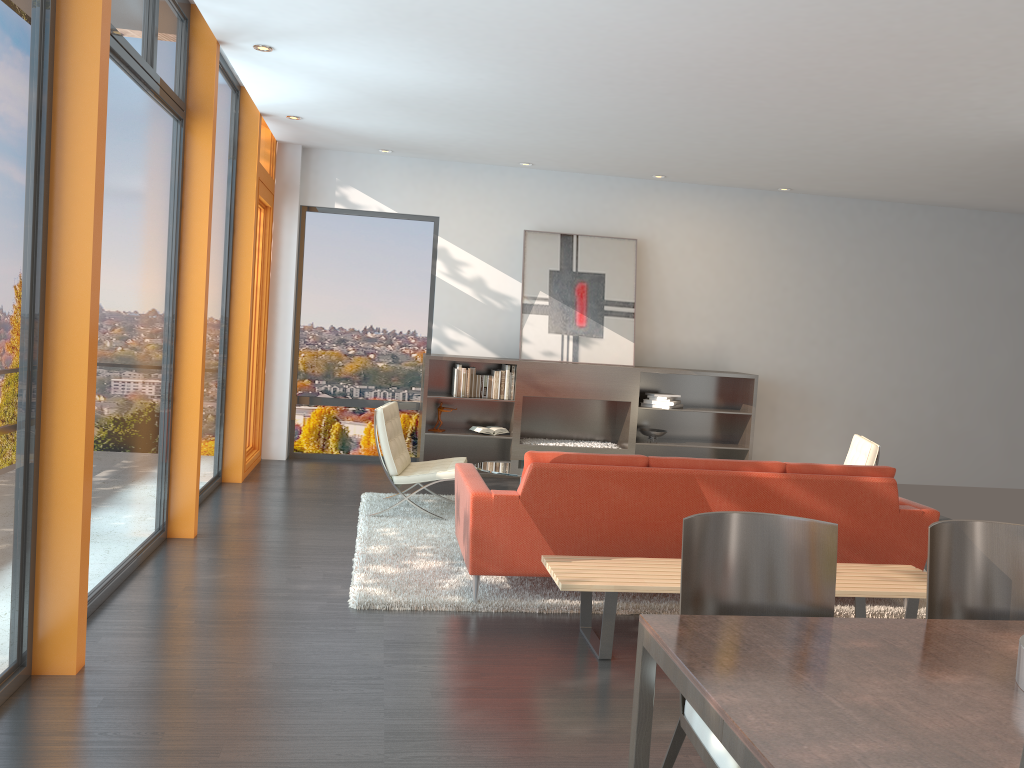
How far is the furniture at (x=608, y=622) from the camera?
4.0m

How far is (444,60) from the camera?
5.63m

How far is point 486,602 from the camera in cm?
467

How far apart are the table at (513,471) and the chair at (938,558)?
3.7m

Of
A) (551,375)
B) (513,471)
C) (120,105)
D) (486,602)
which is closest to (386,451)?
(513,471)

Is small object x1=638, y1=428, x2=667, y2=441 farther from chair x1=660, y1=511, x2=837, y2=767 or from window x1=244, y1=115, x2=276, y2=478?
chair x1=660, y1=511, x2=837, y2=767

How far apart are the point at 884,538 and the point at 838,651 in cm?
287

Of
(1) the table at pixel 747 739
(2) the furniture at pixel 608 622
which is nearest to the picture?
(2) the furniture at pixel 608 622

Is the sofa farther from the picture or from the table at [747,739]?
the picture

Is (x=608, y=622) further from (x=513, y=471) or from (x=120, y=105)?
(x=120, y=105)
